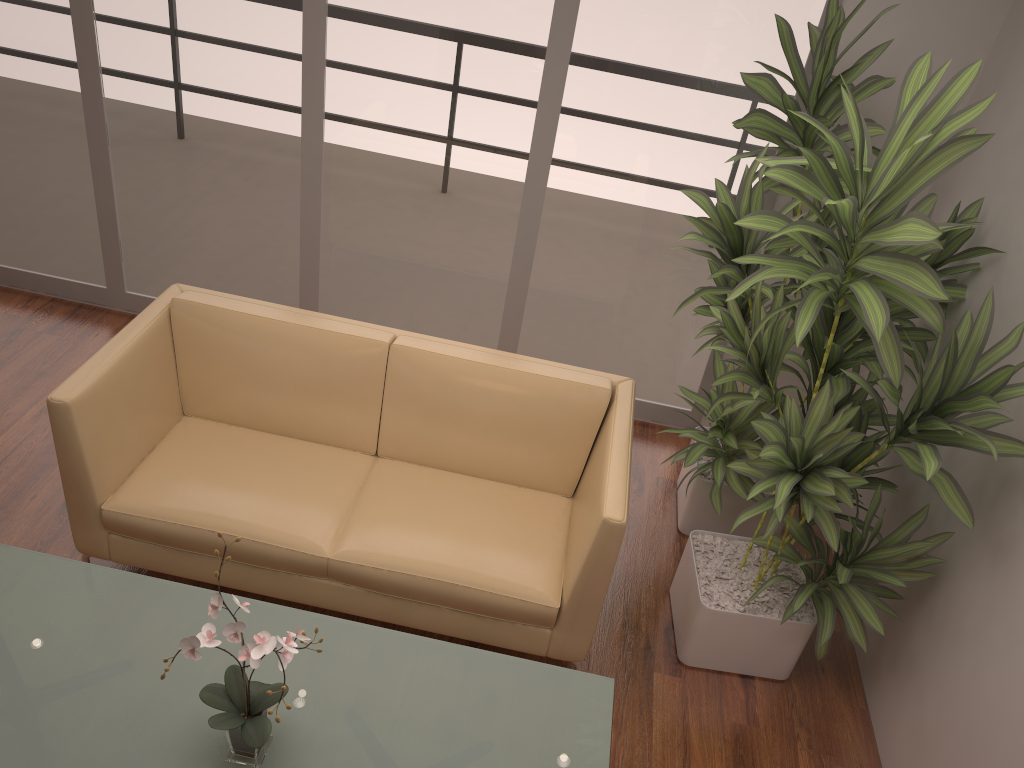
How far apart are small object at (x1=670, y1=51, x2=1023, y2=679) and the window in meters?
1.0

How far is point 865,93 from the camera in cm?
307

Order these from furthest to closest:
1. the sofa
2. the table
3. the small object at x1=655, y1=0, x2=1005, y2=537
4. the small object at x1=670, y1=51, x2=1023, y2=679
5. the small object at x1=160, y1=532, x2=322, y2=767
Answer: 1. the small object at x1=655, y1=0, x2=1005, y2=537
2. the sofa
3. the small object at x1=670, y1=51, x2=1023, y2=679
4. the table
5. the small object at x1=160, y1=532, x2=322, y2=767

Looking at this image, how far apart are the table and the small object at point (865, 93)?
1.2m

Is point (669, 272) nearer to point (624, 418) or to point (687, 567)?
point (624, 418)

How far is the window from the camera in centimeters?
372cm

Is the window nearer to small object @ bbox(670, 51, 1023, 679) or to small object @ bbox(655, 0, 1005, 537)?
small object @ bbox(655, 0, 1005, 537)

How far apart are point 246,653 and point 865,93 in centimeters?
269cm

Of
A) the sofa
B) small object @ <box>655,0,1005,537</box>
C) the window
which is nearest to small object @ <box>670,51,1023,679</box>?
small object @ <box>655,0,1005,537</box>

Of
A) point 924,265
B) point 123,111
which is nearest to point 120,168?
→ point 123,111
